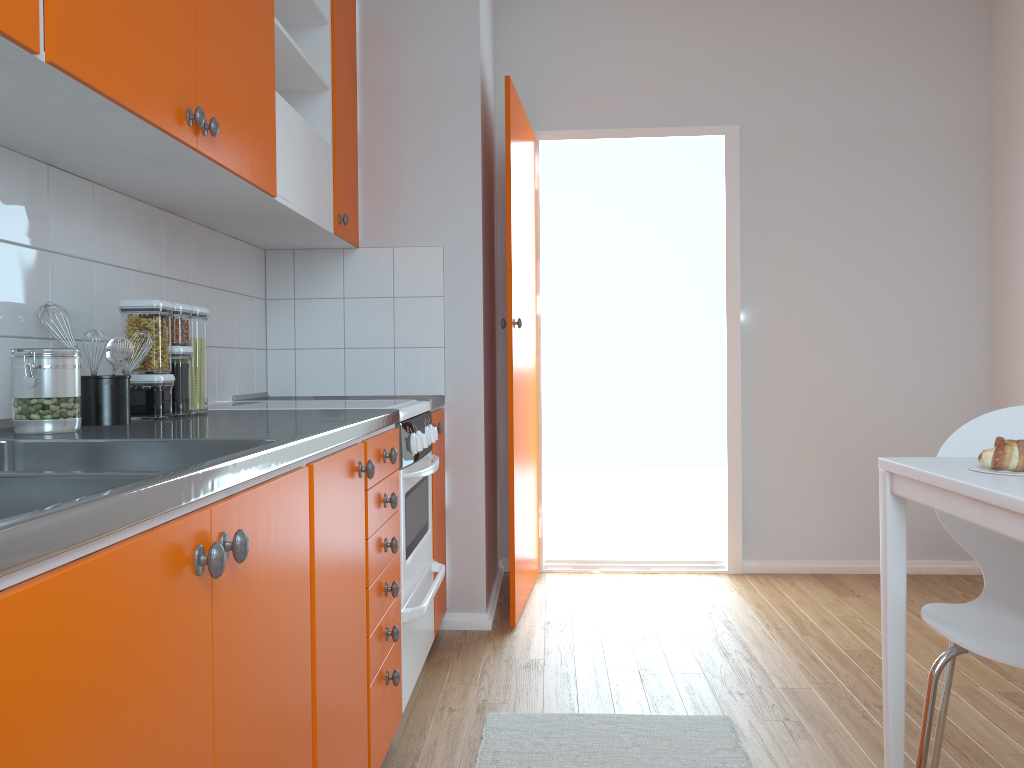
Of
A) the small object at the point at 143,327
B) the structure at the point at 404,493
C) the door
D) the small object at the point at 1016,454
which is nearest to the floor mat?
the structure at the point at 404,493

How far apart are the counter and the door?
0.3 meters

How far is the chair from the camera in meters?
1.6 m

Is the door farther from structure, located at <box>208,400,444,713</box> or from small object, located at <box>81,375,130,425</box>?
small object, located at <box>81,375,130,425</box>

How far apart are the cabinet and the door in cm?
26

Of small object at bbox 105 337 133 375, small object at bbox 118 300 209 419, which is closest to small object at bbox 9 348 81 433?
small object at bbox 105 337 133 375

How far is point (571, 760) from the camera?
2.18m

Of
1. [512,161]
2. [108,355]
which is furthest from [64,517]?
[512,161]

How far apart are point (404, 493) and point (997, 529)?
1.4m

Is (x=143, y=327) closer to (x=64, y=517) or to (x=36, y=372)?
(x=36, y=372)
